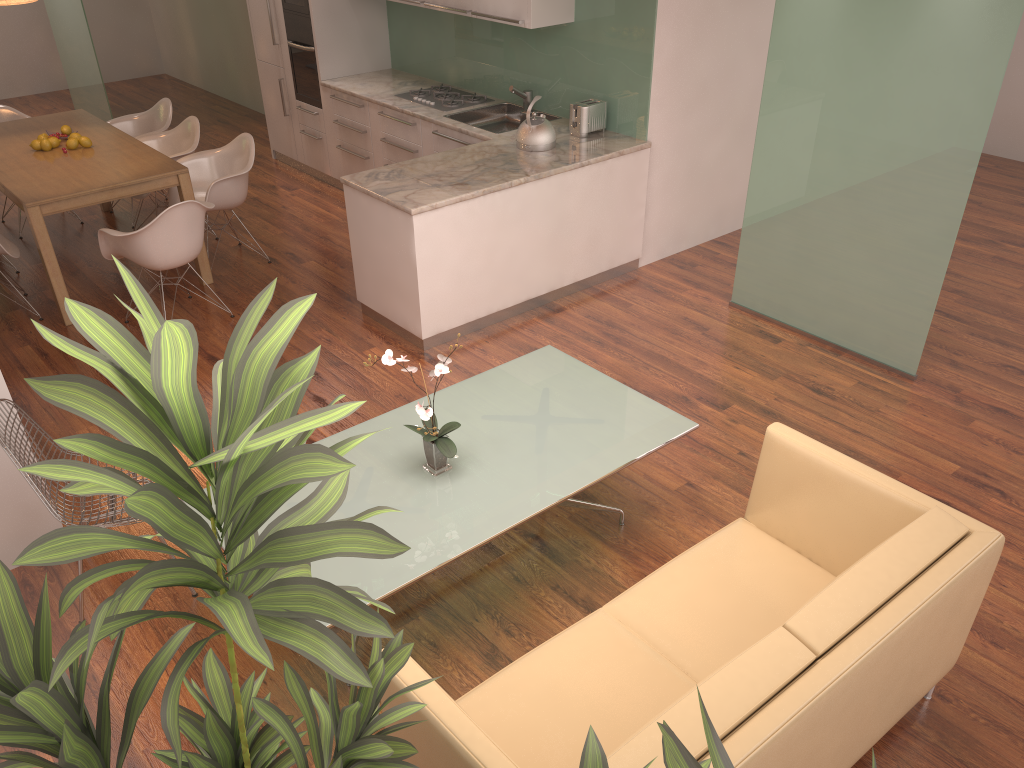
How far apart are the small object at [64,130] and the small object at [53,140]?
0.2m

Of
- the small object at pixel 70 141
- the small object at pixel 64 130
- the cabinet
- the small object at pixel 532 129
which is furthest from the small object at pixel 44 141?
the small object at pixel 532 129

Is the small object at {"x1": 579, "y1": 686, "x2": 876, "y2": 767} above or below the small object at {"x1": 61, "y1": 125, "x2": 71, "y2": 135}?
above

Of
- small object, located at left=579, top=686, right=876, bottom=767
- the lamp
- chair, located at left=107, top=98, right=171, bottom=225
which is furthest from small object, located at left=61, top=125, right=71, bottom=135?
small object, located at left=579, top=686, right=876, bottom=767

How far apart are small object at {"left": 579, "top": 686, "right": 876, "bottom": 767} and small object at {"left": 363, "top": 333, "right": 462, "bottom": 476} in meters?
1.9 m

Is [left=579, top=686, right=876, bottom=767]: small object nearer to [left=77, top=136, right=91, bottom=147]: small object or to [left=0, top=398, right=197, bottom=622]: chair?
[left=0, top=398, right=197, bottom=622]: chair

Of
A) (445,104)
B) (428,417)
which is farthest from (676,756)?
(445,104)

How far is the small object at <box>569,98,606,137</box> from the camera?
6.02m

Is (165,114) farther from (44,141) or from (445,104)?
(445,104)

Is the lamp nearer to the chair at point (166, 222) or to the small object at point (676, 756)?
the chair at point (166, 222)
